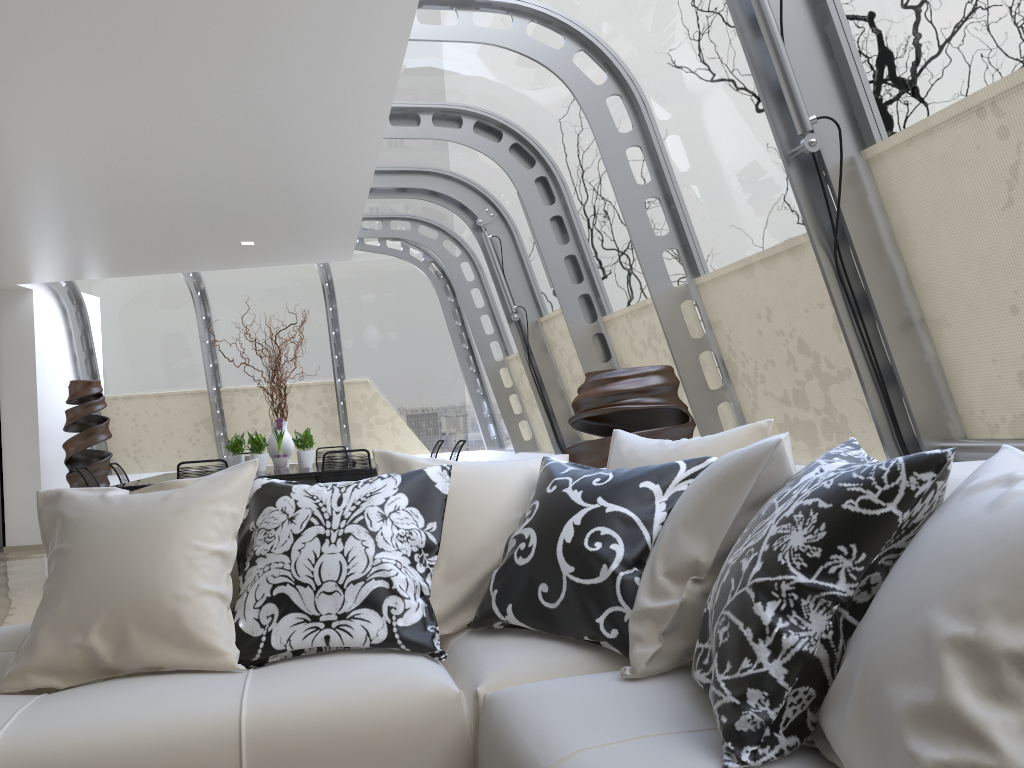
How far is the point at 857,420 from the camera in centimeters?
385cm

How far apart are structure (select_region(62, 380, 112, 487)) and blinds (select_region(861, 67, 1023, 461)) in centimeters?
868cm

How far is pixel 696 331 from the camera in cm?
499

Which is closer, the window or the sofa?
the sofa

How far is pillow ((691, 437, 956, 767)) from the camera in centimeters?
129cm

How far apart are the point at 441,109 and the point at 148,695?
5.0 meters

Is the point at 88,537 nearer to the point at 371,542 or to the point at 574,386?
the point at 371,542

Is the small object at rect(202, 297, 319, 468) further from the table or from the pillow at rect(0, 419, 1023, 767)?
the pillow at rect(0, 419, 1023, 767)

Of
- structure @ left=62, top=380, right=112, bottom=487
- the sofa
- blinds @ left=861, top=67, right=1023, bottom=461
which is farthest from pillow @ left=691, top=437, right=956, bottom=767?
structure @ left=62, top=380, right=112, bottom=487

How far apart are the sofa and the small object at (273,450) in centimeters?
548cm
